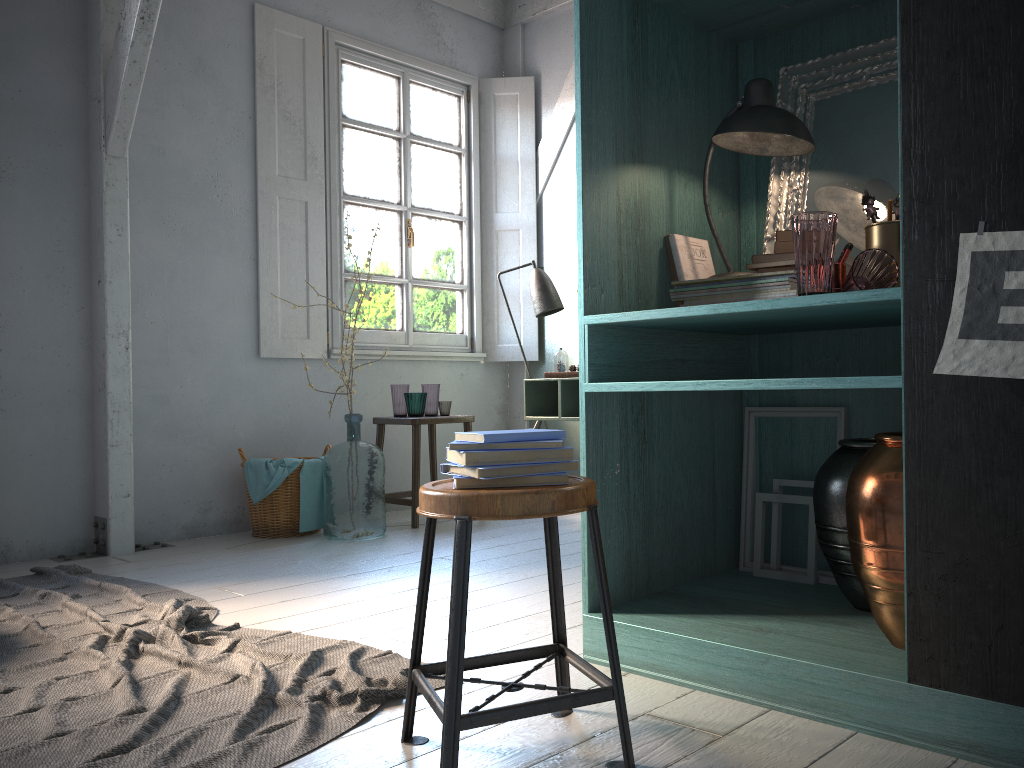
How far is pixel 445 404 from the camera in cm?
596

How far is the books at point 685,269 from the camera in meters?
2.9

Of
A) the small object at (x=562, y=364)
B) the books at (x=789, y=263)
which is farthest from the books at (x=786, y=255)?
the small object at (x=562, y=364)

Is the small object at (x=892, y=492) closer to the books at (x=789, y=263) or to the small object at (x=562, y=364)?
the books at (x=789, y=263)

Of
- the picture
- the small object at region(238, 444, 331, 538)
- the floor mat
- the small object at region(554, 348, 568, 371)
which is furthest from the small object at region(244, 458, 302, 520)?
the picture

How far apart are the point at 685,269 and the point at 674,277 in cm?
5

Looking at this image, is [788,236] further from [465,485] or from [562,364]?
[562,364]

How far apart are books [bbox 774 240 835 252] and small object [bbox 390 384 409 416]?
3.8m

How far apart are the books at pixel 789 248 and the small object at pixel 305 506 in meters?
3.6 m

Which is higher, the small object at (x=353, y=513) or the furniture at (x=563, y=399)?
the furniture at (x=563, y=399)
